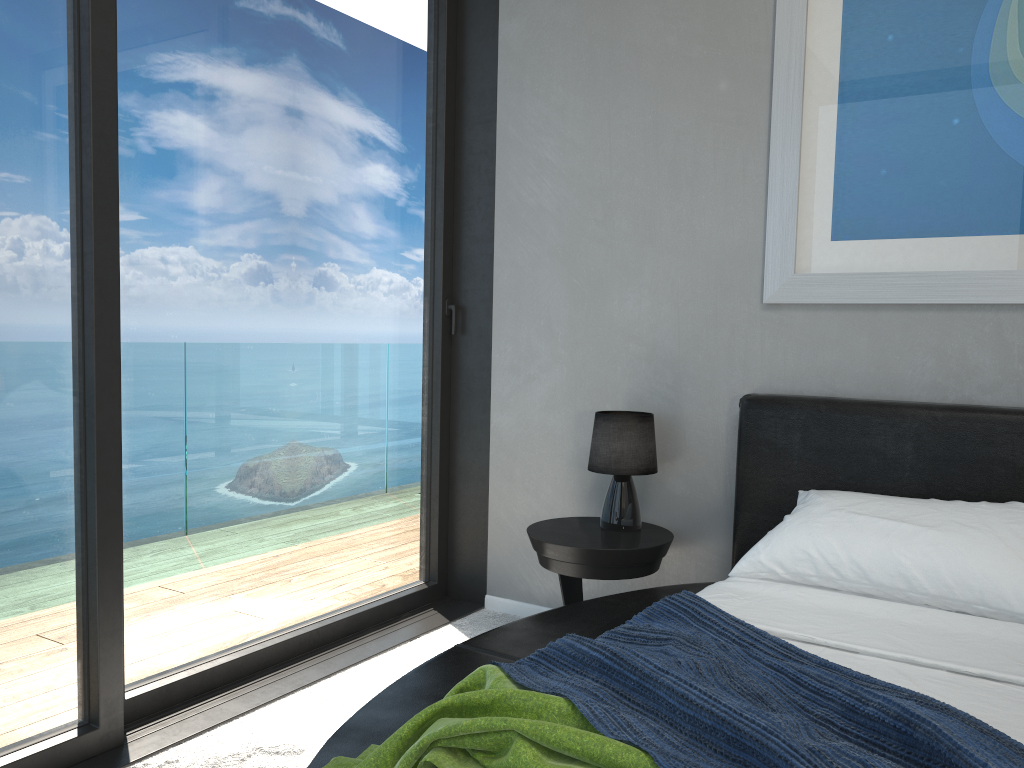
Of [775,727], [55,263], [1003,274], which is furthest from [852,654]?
[55,263]

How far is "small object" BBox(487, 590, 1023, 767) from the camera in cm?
115

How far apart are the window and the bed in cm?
70

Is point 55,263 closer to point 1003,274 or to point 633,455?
point 633,455

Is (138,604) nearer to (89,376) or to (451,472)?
(89,376)

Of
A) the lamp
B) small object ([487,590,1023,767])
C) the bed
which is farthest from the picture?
small object ([487,590,1023,767])

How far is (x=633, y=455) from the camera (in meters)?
2.96

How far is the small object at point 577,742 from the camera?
1.2m

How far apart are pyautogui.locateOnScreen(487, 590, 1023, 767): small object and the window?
1.21m

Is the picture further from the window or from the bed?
the window
